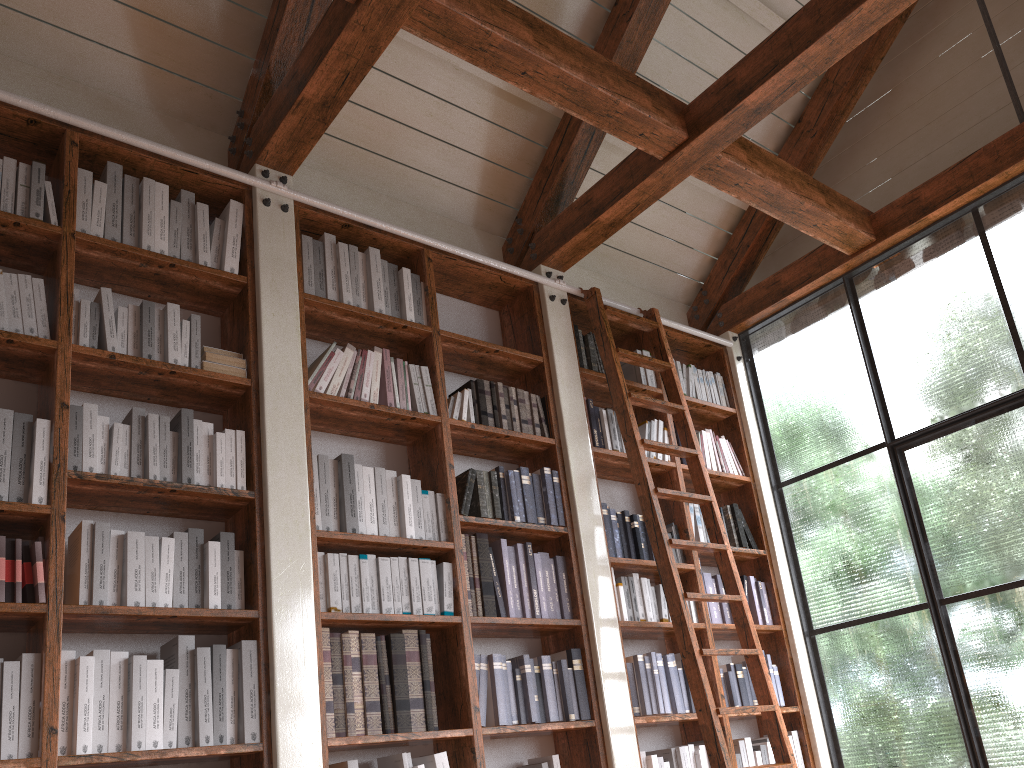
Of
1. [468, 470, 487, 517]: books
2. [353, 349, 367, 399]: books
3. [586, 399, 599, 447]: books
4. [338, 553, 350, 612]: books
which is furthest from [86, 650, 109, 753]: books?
[586, 399, 599, 447]: books

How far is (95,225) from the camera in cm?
315

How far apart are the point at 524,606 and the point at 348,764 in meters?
1.0 m

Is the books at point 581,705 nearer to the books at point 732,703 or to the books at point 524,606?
the books at point 524,606

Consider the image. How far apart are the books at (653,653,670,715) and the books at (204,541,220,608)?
2.06m

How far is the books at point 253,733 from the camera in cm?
273

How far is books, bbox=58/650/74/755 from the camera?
2.44m

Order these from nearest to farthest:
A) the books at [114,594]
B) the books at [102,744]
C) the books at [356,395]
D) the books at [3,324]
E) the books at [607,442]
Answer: the books at [102,744] → the books at [114,594] → the books at [3,324] → the books at [356,395] → the books at [607,442]

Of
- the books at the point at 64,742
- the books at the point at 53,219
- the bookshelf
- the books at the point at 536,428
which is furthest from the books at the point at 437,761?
the books at the point at 53,219

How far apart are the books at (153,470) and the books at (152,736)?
0.60m
